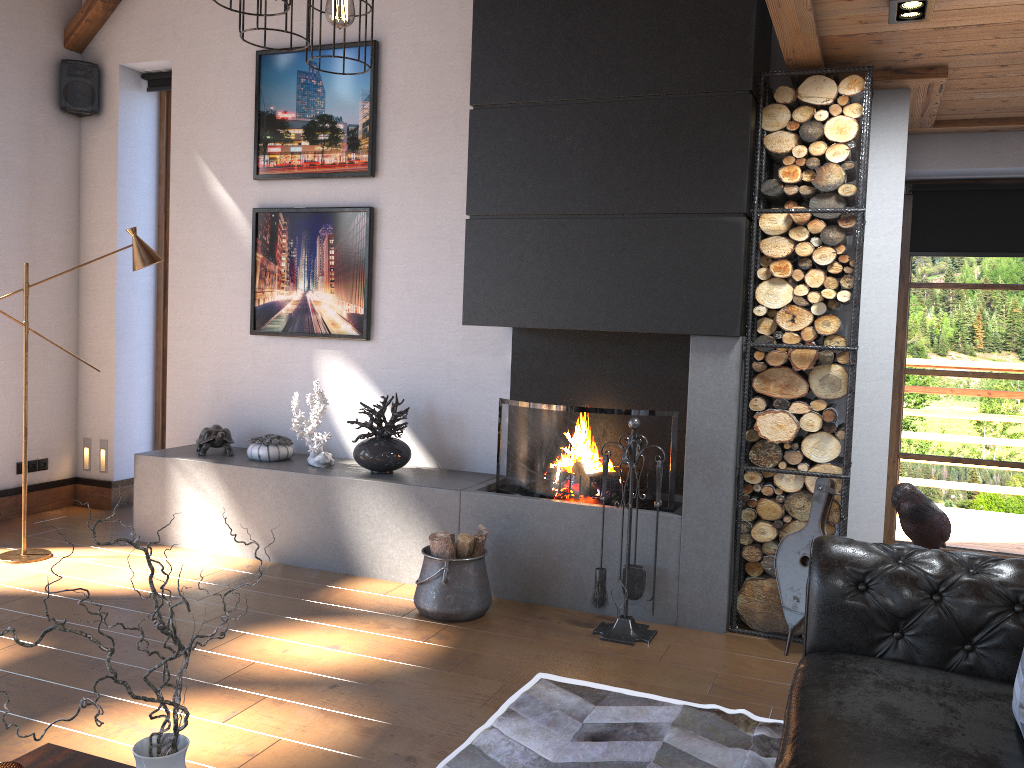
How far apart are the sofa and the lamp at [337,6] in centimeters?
209cm

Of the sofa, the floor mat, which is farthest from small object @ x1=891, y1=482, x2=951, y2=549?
the floor mat

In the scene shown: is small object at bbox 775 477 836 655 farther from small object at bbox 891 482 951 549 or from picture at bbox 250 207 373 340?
picture at bbox 250 207 373 340

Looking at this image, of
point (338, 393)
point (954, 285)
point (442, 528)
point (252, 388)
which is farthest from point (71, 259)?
point (954, 285)

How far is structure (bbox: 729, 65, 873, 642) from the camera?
3.88m

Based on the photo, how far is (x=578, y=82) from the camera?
4.26m

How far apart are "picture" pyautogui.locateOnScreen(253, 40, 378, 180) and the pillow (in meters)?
4.36

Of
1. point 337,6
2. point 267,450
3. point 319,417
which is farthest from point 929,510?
point 267,450

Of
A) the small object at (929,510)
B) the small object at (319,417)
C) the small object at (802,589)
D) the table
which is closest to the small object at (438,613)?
the small object at (319,417)

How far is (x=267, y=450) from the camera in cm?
533
